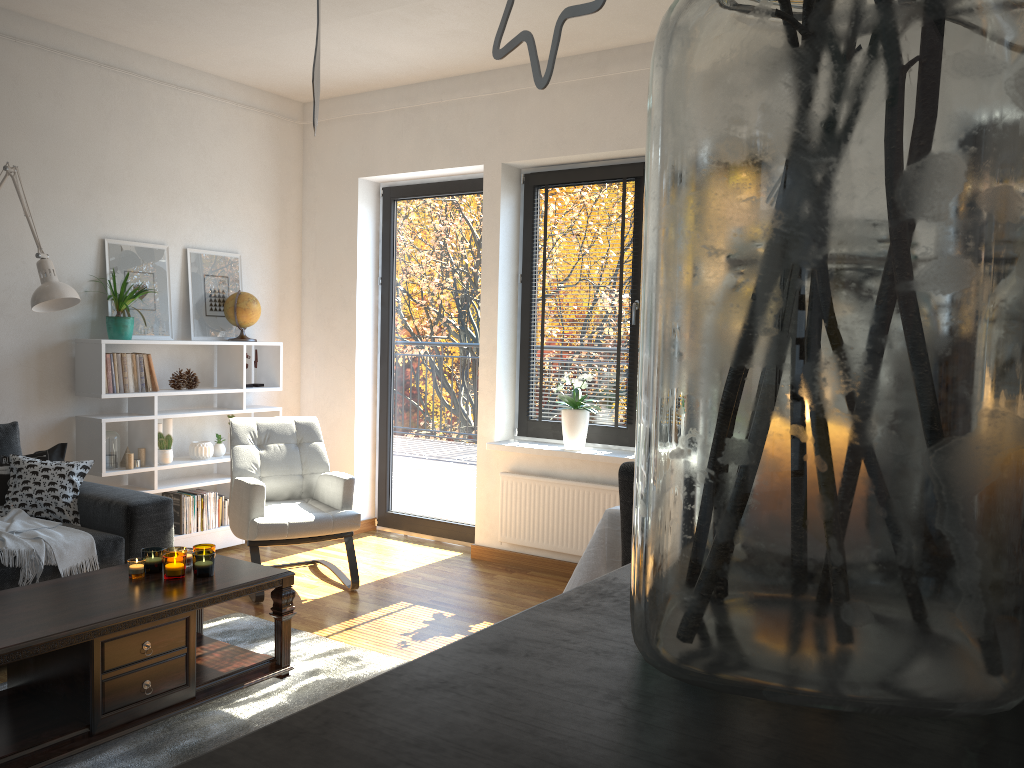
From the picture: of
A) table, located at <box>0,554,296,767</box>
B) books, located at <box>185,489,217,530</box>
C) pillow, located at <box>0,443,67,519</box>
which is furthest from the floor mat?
books, located at <box>185,489,217,530</box>

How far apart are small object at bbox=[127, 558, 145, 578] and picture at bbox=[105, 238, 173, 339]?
2.07m

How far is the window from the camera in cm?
486

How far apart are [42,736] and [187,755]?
0.4m

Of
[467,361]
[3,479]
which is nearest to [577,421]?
[467,361]

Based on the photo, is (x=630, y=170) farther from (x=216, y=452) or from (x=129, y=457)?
(x=129, y=457)

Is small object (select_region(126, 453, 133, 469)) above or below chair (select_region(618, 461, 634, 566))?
below

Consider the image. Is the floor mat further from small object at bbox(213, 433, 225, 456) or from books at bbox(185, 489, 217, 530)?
small object at bbox(213, 433, 225, 456)

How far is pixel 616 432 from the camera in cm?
486

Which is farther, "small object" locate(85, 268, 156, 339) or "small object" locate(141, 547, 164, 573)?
"small object" locate(85, 268, 156, 339)
